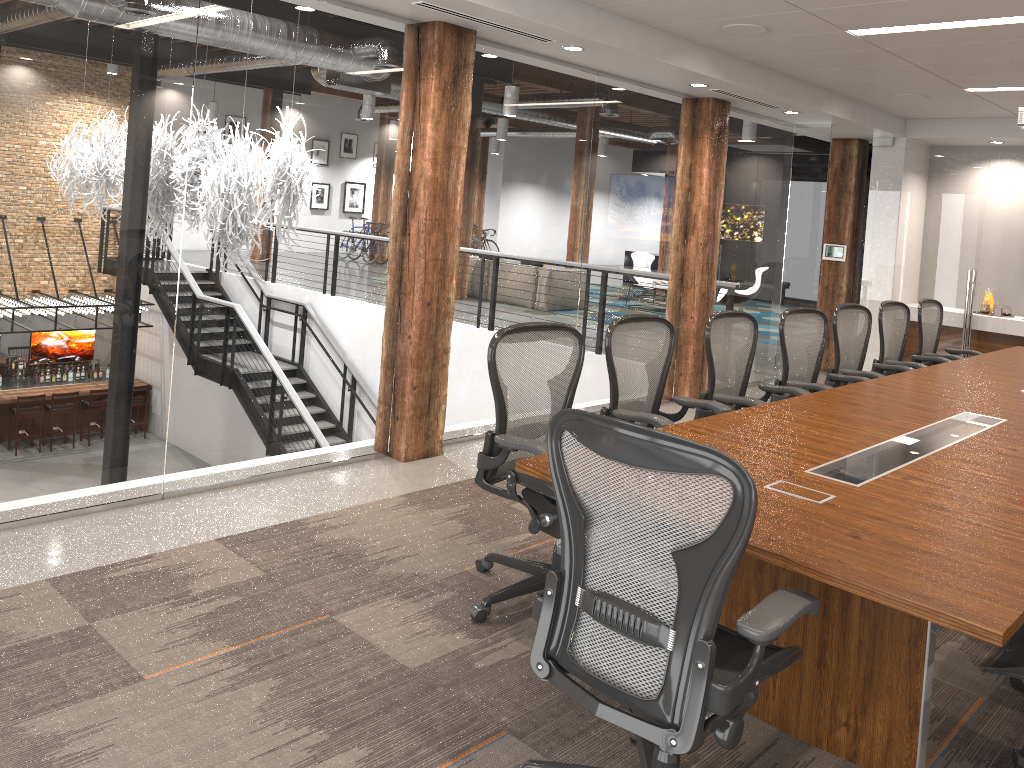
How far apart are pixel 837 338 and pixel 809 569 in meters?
3.9

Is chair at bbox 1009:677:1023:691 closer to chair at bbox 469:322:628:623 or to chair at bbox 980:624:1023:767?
chair at bbox 980:624:1023:767

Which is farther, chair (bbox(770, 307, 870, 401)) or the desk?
chair (bbox(770, 307, 870, 401))

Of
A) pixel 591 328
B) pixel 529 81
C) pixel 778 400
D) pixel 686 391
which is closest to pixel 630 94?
pixel 529 81

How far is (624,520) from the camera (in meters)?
2.16

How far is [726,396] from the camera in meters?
4.6 m

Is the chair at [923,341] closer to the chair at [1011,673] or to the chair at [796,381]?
the chair at [796,381]

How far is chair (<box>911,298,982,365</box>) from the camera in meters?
7.1 m

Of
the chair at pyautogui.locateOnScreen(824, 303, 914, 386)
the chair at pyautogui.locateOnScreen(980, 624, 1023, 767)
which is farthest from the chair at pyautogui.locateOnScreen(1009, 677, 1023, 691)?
the chair at pyautogui.locateOnScreen(824, 303, 914, 386)

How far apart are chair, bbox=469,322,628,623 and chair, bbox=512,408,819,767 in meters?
0.7
